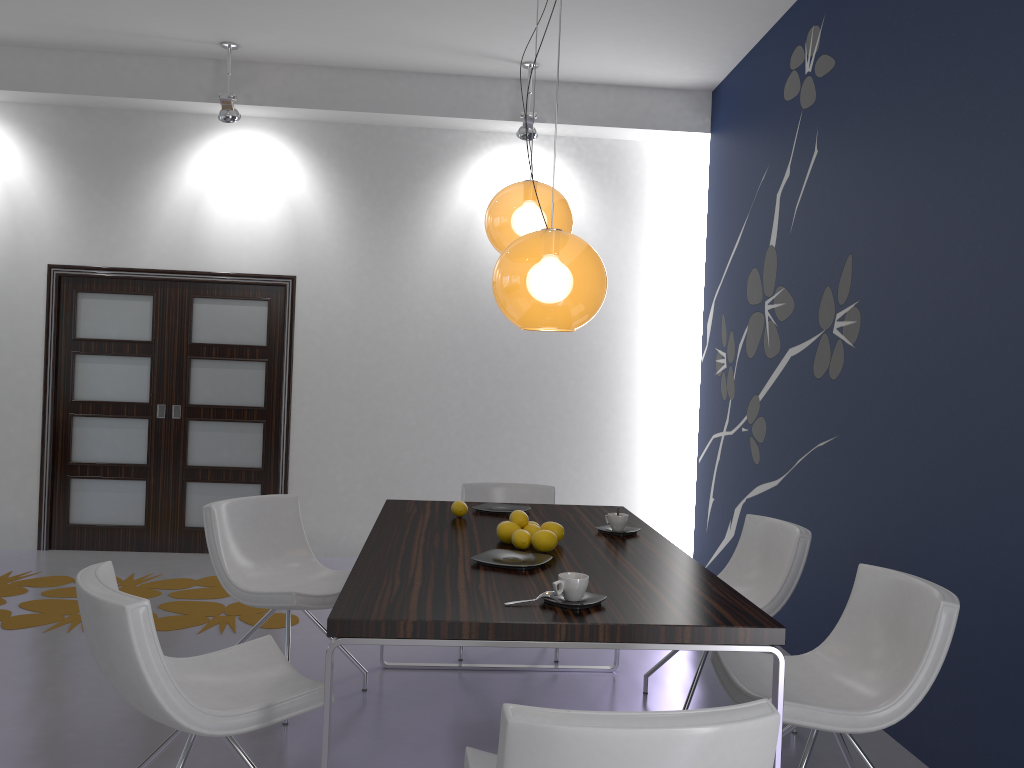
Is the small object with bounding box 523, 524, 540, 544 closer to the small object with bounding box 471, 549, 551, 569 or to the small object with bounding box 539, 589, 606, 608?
the small object with bounding box 471, 549, 551, 569

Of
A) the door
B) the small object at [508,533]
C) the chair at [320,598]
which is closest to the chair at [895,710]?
the small object at [508,533]

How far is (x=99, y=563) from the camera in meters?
2.5

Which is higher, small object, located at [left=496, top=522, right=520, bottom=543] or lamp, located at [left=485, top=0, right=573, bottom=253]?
lamp, located at [left=485, top=0, right=573, bottom=253]

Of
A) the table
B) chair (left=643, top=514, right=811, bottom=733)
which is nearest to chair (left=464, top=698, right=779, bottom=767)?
the table

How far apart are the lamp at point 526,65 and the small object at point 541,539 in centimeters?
373cm

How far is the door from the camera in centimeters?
641cm

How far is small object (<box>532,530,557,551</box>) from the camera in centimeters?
299cm

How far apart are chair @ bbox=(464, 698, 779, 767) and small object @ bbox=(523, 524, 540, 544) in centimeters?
116cm

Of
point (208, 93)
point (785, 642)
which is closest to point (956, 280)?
point (785, 642)
